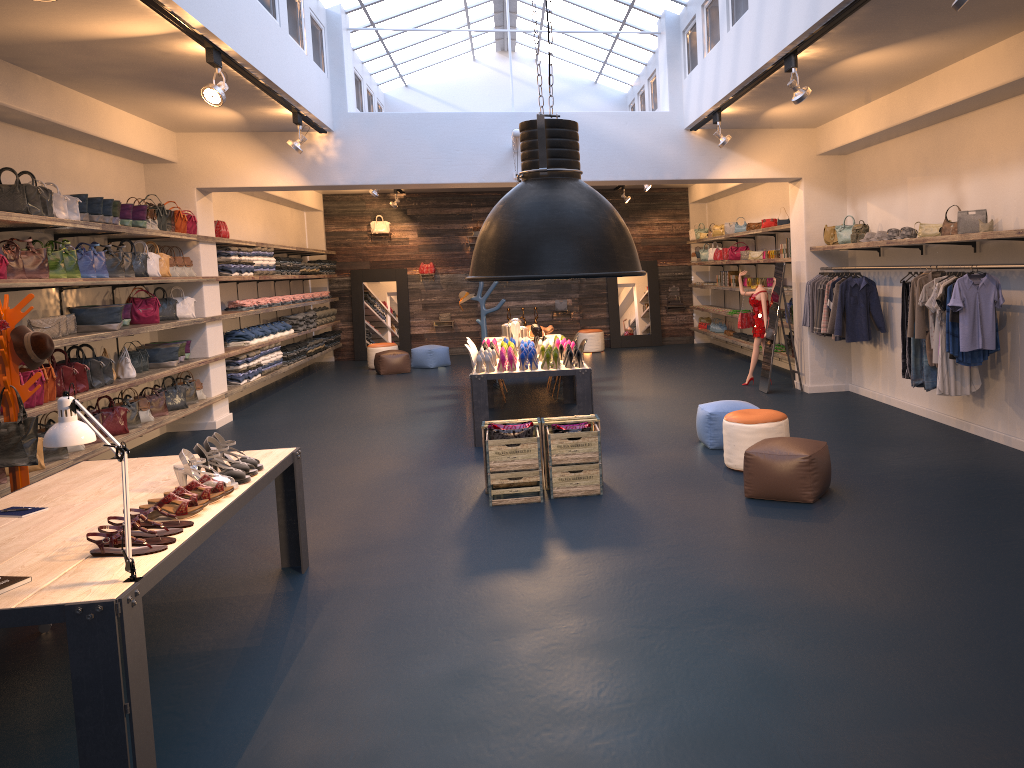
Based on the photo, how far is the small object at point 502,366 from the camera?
9.04m

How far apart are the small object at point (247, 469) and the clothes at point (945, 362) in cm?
588

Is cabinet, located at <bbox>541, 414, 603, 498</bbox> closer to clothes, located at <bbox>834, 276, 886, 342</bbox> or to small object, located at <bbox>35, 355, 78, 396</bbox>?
clothes, located at <bbox>834, 276, 886, 342</bbox>

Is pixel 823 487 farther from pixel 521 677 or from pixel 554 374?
pixel 554 374

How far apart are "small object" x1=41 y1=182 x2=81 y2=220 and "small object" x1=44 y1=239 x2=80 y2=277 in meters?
0.3 m

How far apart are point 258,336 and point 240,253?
1.4 meters

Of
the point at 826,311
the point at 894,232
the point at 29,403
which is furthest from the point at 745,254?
the point at 29,403

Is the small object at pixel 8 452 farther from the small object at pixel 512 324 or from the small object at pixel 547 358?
the small object at pixel 512 324

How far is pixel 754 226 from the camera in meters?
13.9

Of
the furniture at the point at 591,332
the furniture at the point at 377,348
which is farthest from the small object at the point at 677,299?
the furniture at the point at 377,348
